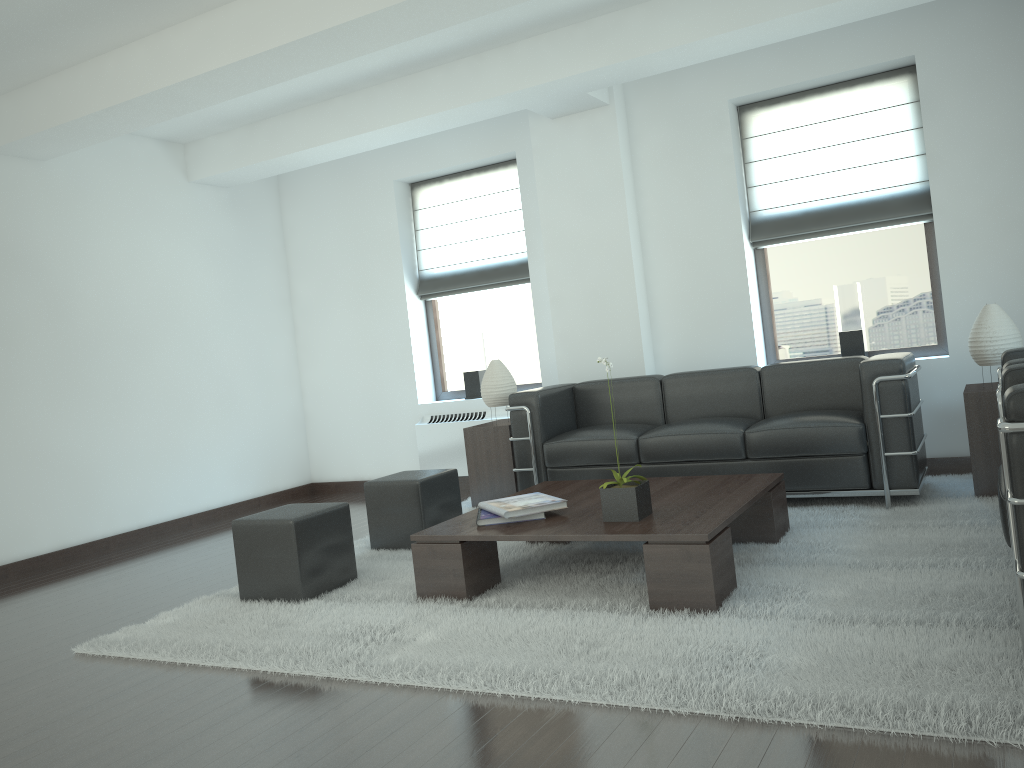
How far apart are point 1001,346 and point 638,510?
3.4 meters

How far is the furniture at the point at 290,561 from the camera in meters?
5.9 m

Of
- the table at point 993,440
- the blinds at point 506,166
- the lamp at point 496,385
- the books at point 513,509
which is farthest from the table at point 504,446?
the table at point 993,440

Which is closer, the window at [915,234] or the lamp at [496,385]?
the window at [915,234]

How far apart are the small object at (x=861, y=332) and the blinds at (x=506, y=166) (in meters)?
3.40

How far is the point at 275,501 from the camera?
11.0 meters

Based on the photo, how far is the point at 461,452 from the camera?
10.3 meters

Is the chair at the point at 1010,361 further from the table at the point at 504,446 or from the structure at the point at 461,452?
the structure at the point at 461,452

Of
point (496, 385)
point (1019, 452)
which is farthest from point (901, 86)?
point (1019, 452)

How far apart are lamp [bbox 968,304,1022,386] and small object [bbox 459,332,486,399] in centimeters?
534cm
